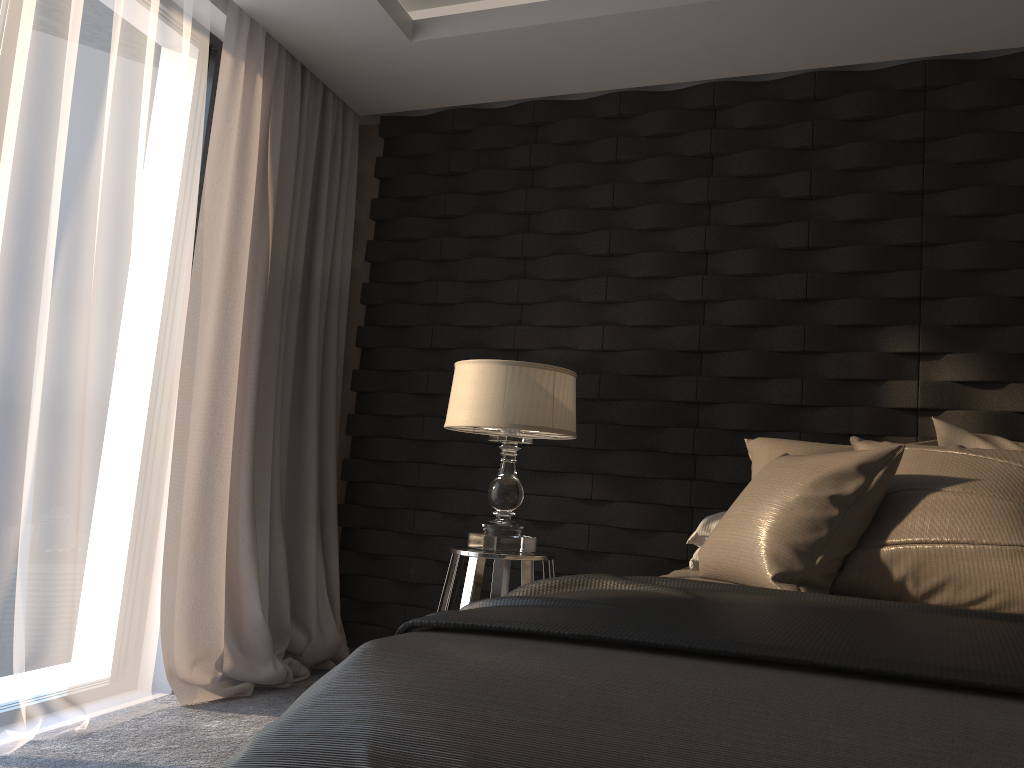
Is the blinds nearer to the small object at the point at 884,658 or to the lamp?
the lamp

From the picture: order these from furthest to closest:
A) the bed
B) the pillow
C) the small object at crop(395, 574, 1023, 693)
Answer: the pillow
the small object at crop(395, 574, 1023, 693)
the bed

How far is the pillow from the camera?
1.91m

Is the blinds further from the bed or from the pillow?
the pillow

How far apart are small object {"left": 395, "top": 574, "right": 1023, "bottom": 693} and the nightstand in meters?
0.9 m

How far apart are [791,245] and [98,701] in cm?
288

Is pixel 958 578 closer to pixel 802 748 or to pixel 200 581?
pixel 802 748

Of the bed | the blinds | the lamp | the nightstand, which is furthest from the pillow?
the blinds

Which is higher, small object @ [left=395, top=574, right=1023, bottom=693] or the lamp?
the lamp

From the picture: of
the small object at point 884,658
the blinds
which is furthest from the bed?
the blinds
